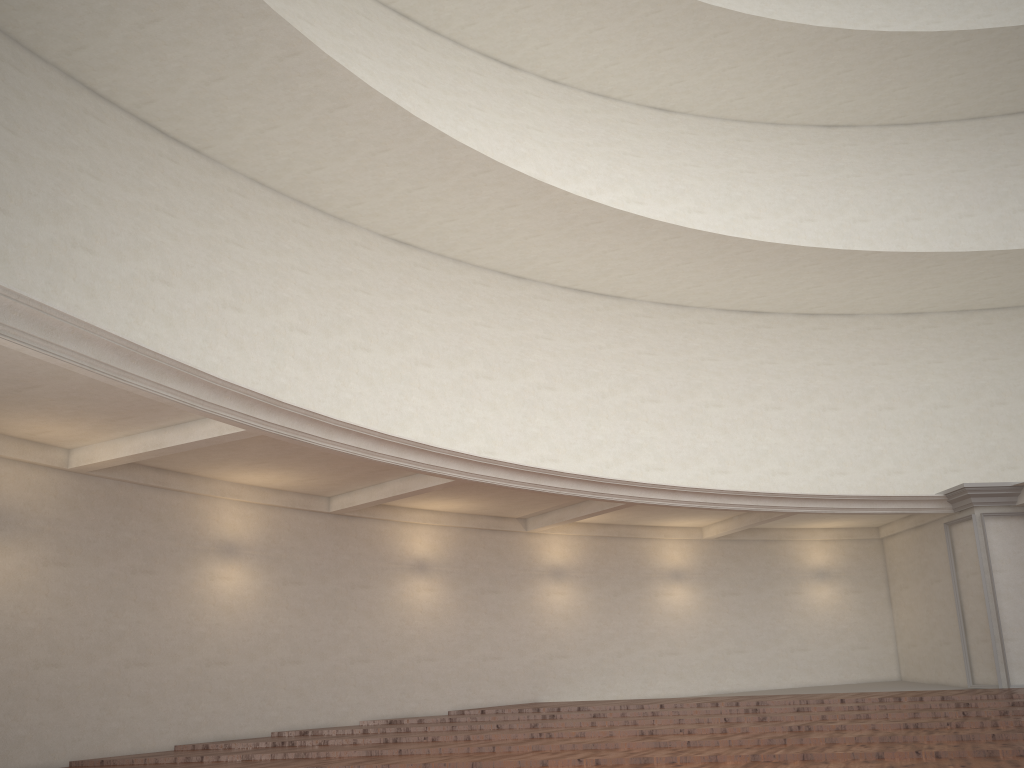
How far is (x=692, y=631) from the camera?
14.89m
